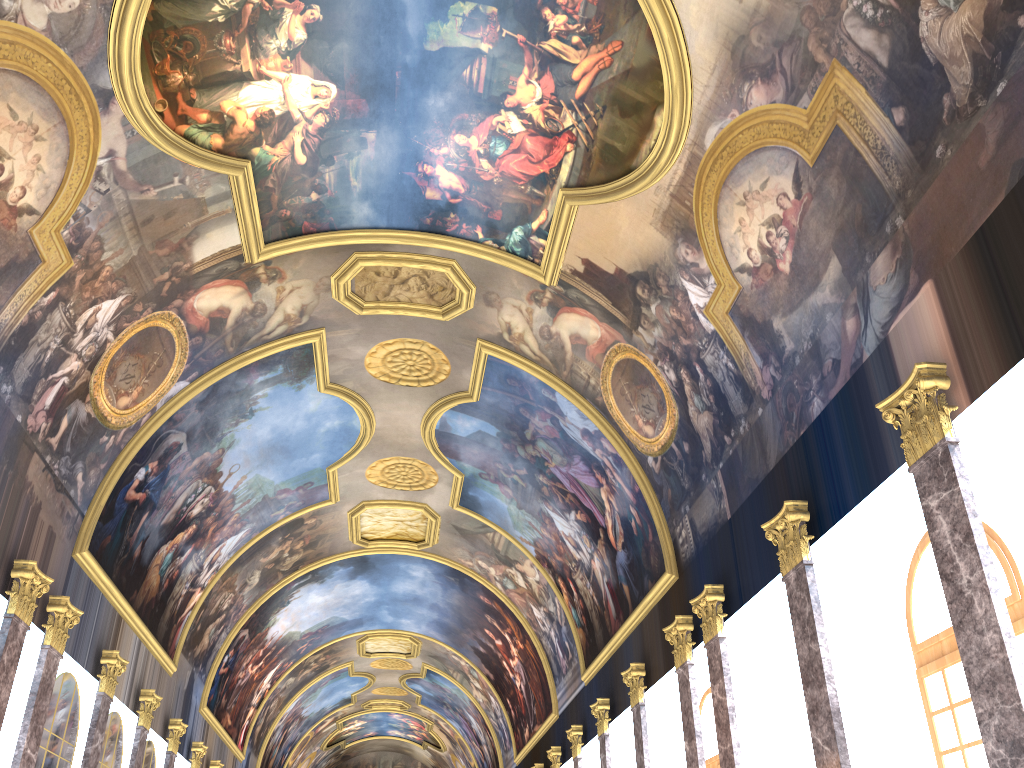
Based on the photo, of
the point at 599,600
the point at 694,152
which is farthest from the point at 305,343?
the point at 599,600
